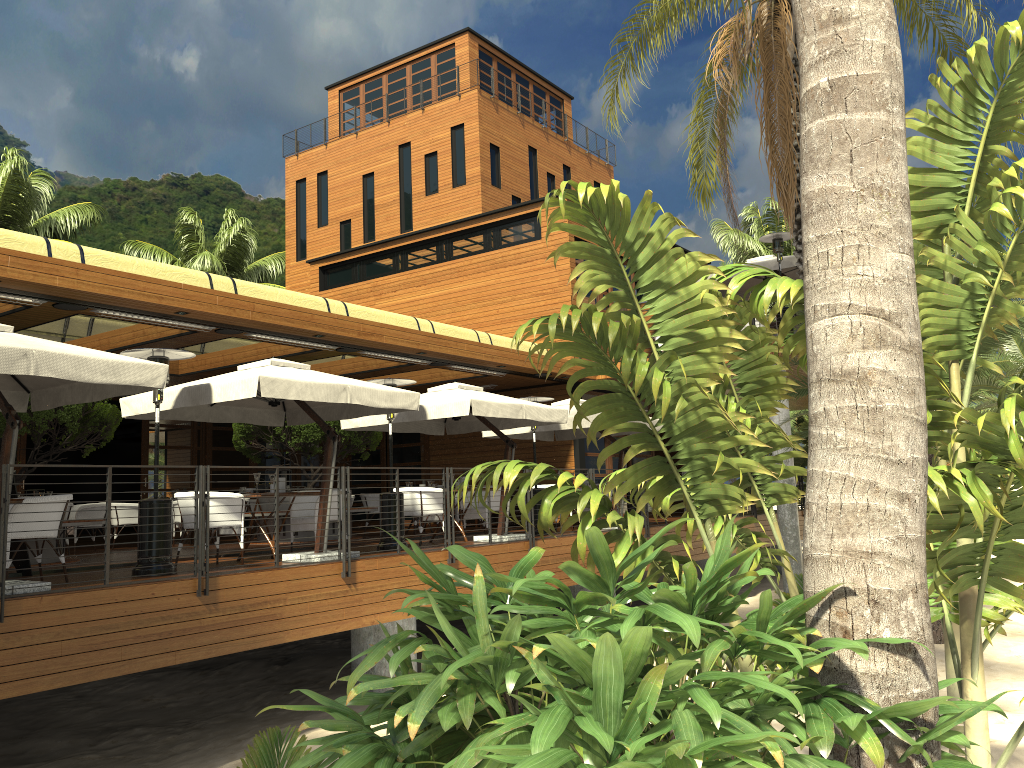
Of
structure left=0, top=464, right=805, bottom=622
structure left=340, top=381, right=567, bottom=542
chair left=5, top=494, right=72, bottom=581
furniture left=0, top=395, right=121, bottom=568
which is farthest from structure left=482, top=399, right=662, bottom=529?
chair left=5, top=494, right=72, bottom=581

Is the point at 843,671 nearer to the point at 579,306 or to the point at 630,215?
the point at 630,215

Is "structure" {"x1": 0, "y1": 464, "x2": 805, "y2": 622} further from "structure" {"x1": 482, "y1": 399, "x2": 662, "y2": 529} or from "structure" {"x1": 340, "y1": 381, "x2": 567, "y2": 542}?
"structure" {"x1": 482, "y1": 399, "x2": 662, "y2": 529}

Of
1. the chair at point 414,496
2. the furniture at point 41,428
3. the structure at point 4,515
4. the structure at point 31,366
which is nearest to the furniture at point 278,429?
the furniture at point 41,428

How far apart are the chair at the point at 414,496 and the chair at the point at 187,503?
2.8 meters

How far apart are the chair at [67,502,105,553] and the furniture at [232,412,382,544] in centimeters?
230cm

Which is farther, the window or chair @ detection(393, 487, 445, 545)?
the window

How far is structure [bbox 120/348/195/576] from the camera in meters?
8.4 m

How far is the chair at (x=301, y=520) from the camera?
10.56m

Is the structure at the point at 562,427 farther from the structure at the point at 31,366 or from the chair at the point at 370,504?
the structure at the point at 31,366
